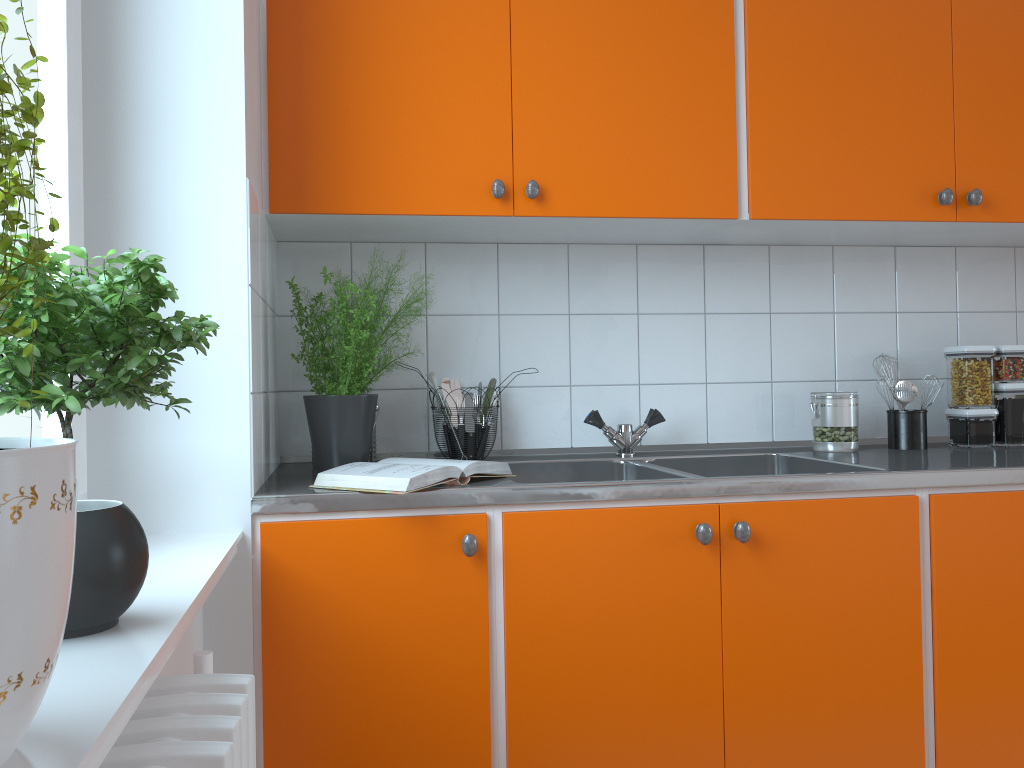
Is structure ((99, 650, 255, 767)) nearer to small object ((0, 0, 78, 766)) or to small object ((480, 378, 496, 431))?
small object ((0, 0, 78, 766))

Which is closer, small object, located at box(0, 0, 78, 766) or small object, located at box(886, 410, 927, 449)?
small object, located at box(0, 0, 78, 766)

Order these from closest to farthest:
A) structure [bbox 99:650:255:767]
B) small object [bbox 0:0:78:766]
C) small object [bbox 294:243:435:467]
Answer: small object [bbox 0:0:78:766] → structure [bbox 99:650:255:767] → small object [bbox 294:243:435:467]

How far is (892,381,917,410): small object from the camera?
2.24m

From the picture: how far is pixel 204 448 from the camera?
→ 1.5 meters

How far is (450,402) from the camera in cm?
220

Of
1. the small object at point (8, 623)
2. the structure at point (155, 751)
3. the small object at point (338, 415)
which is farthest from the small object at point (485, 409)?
the small object at point (8, 623)

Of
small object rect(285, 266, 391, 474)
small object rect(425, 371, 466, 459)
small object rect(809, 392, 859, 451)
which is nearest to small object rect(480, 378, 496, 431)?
small object rect(425, 371, 466, 459)

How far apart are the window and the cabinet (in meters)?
0.28

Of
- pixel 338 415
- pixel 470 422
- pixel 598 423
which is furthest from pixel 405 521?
pixel 598 423
